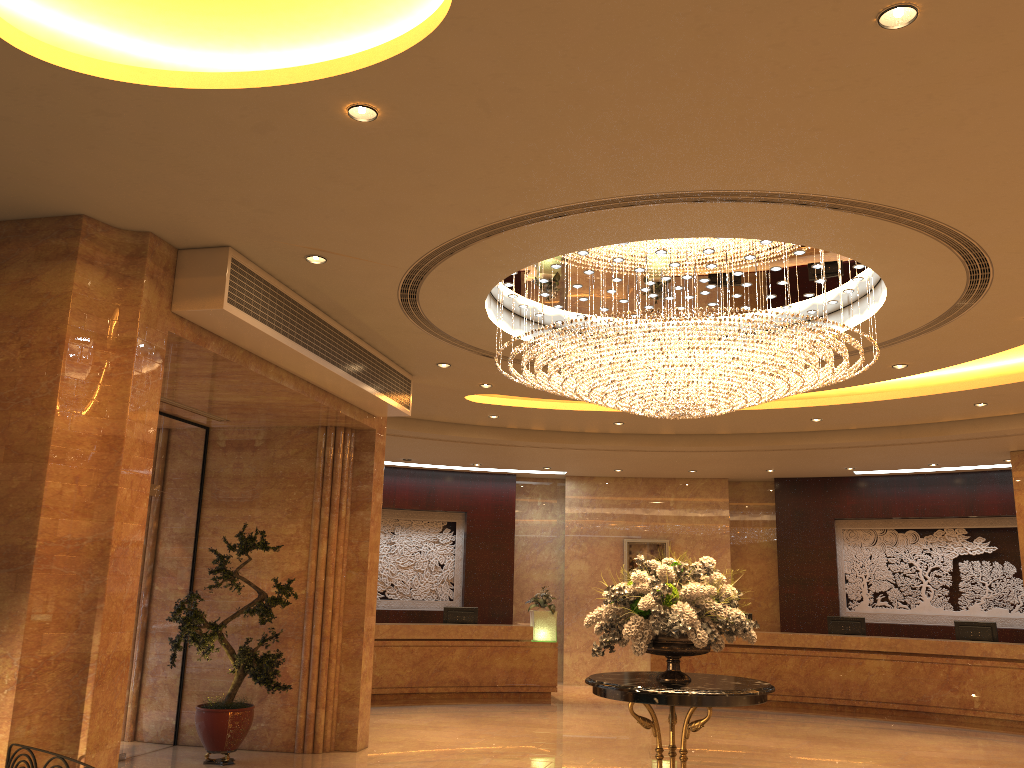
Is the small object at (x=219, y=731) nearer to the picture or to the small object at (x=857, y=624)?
the picture

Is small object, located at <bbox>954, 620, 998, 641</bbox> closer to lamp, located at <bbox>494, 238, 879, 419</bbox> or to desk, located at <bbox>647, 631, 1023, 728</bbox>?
desk, located at <bbox>647, 631, 1023, 728</bbox>

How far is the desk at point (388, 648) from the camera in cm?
1405

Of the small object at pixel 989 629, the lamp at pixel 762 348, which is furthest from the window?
the small object at pixel 989 629

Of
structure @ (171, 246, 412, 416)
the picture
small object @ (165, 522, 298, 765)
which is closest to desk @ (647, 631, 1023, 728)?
the picture

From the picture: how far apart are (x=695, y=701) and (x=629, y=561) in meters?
10.9

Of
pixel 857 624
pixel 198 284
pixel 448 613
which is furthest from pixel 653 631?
pixel 857 624

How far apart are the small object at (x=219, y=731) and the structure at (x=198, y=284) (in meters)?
1.71

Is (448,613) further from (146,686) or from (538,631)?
(146,686)

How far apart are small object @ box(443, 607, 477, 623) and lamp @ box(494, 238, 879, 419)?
7.4m
